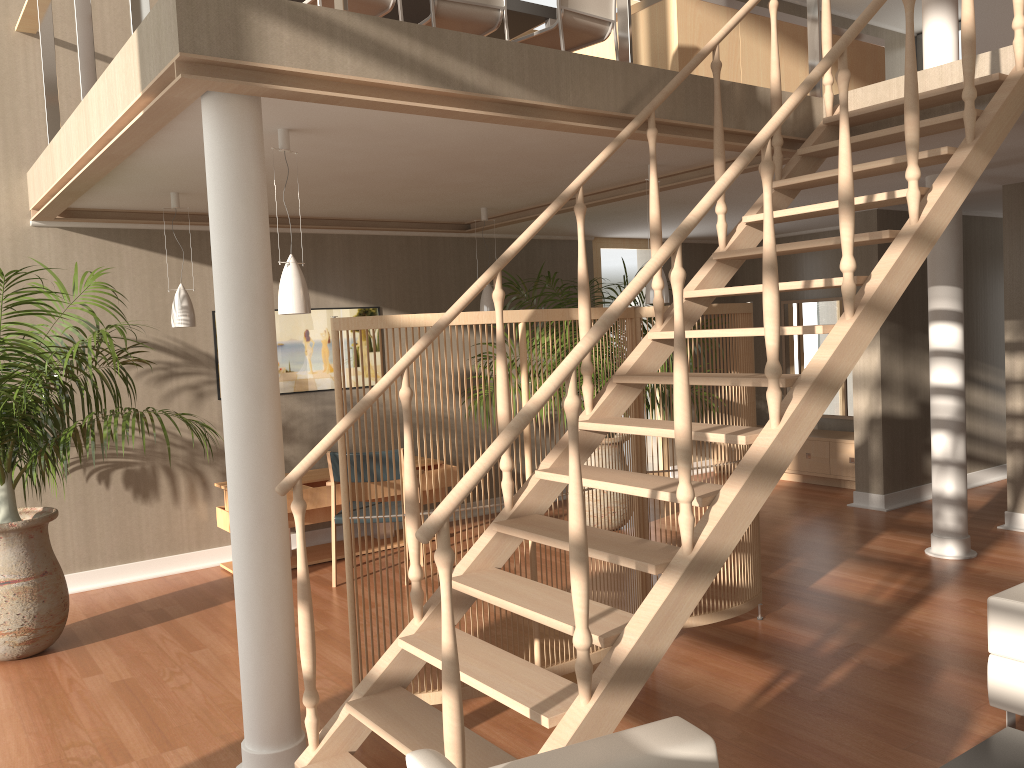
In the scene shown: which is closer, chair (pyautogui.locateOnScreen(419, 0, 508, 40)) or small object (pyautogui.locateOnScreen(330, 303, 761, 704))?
small object (pyautogui.locateOnScreen(330, 303, 761, 704))

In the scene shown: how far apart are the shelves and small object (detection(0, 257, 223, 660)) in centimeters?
105cm

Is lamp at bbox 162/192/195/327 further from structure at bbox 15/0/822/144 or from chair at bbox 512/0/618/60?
chair at bbox 512/0/618/60

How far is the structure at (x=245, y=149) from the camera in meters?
3.0 m

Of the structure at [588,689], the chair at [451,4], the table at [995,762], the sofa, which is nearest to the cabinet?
the structure at [588,689]

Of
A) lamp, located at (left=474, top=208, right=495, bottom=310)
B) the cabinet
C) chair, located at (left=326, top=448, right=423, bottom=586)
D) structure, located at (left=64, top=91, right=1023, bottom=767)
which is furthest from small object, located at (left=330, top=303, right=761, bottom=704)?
the cabinet

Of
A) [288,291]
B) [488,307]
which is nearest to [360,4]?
[288,291]

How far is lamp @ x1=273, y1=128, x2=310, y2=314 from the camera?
3.82m

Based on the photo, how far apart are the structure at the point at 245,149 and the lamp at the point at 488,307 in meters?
2.1 m

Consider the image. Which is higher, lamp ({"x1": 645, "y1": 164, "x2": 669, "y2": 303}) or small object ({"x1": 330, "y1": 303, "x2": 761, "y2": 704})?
lamp ({"x1": 645, "y1": 164, "x2": 669, "y2": 303})
